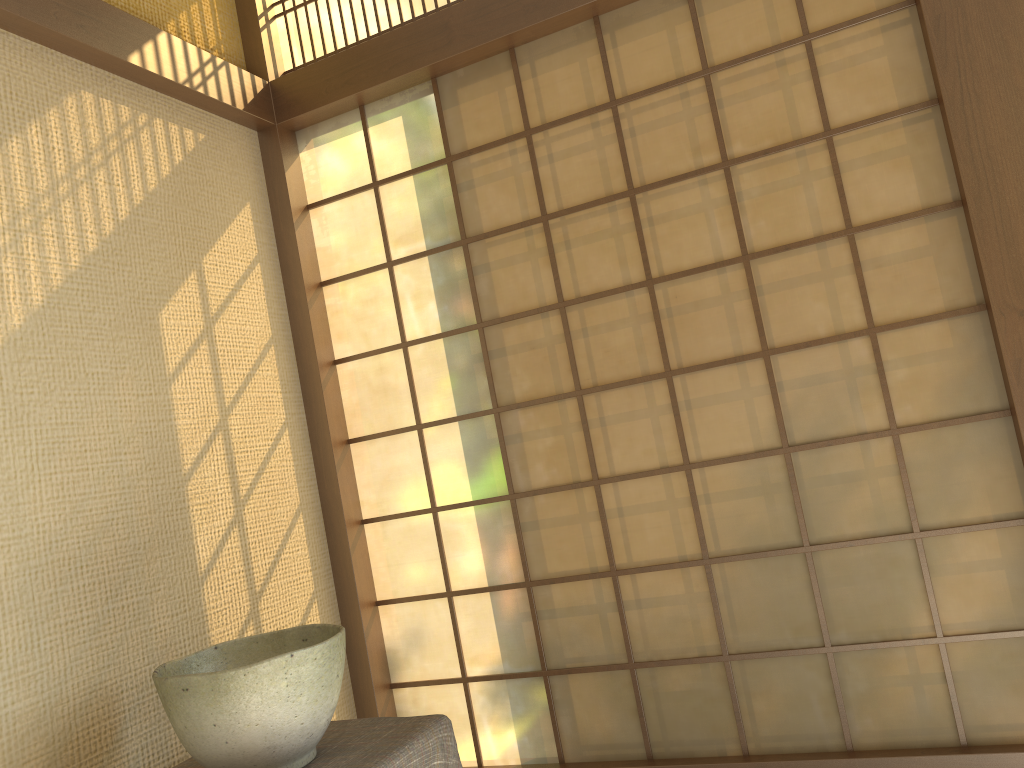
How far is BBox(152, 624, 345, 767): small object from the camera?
1.5m

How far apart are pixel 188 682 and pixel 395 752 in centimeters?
40cm

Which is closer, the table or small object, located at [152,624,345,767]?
small object, located at [152,624,345,767]

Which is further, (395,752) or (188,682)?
(395,752)

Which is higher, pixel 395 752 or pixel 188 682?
pixel 188 682

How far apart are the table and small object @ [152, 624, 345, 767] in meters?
0.0 m

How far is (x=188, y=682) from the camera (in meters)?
1.53

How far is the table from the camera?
1.6 meters
